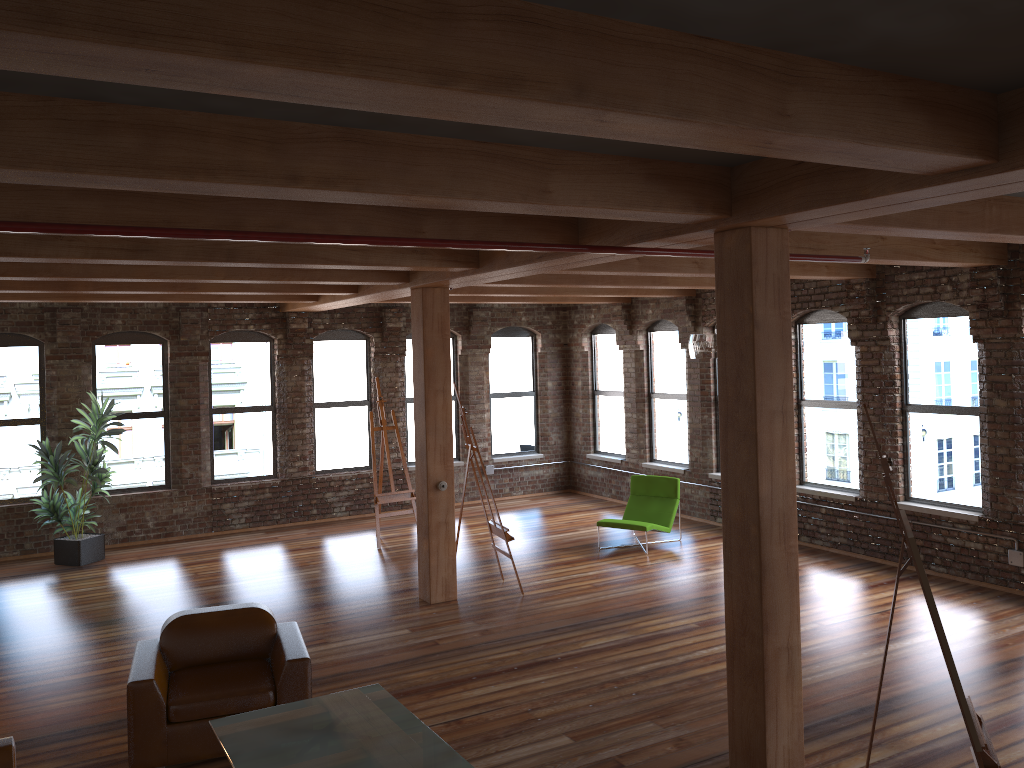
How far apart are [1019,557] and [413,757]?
6.74m

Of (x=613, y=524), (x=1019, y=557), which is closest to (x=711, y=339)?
(x=613, y=524)

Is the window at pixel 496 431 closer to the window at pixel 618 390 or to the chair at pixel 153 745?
the window at pixel 618 390

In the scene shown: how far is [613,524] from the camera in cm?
1069

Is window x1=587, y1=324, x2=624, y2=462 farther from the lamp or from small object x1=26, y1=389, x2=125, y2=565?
small object x1=26, y1=389, x2=125, y2=565

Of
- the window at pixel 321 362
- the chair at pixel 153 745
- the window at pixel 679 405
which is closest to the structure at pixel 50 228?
the chair at pixel 153 745

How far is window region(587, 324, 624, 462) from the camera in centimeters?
1424cm

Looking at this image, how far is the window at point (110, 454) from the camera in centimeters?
1183cm

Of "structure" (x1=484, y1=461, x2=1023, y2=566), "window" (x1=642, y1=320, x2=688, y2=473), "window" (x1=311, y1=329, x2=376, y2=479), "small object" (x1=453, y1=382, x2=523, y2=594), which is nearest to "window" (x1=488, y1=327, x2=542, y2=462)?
"structure" (x1=484, y1=461, x2=1023, y2=566)

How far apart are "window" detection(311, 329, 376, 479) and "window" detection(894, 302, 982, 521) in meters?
7.6
